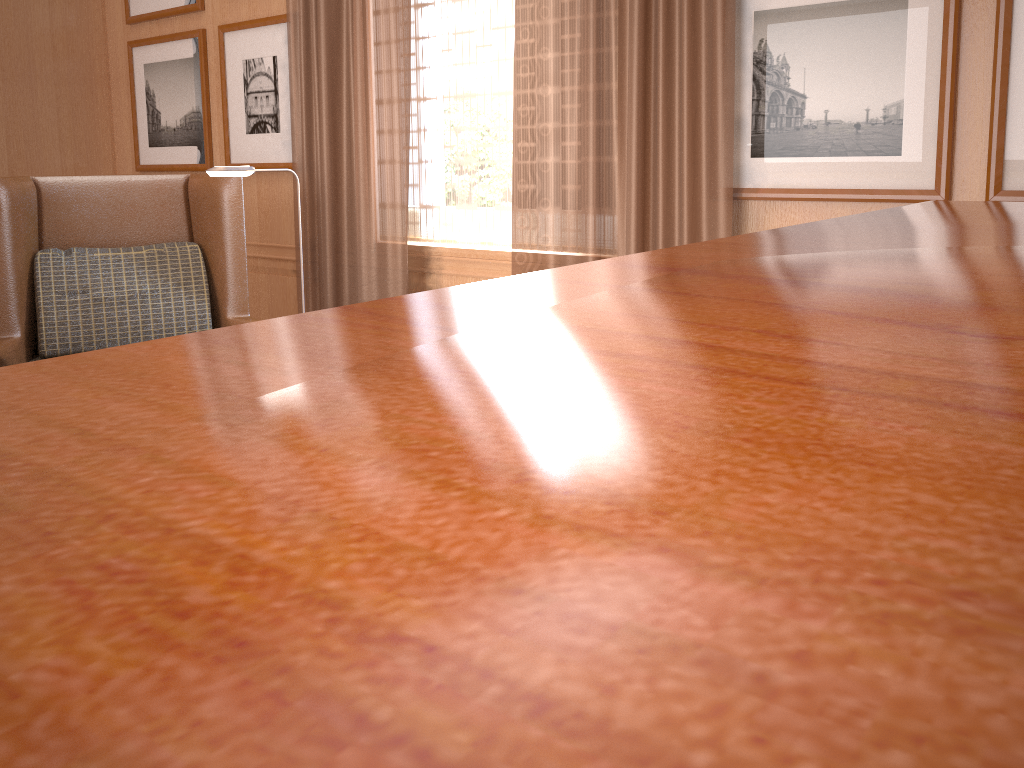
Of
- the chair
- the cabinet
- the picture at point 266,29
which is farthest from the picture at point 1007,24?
Answer: the picture at point 266,29

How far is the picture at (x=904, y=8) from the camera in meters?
4.2

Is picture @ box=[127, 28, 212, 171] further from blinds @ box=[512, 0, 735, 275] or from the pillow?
blinds @ box=[512, 0, 735, 275]

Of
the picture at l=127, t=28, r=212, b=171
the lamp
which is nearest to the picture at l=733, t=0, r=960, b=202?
the lamp

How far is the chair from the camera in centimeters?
541cm

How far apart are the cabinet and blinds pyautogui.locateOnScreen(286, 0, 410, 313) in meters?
4.6 m

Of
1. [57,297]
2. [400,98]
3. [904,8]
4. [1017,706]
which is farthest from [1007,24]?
[57,297]

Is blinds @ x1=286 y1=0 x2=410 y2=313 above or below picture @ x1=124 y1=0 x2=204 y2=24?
below

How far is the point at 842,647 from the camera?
0.2m

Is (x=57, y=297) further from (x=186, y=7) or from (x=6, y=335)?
(x=186, y=7)
